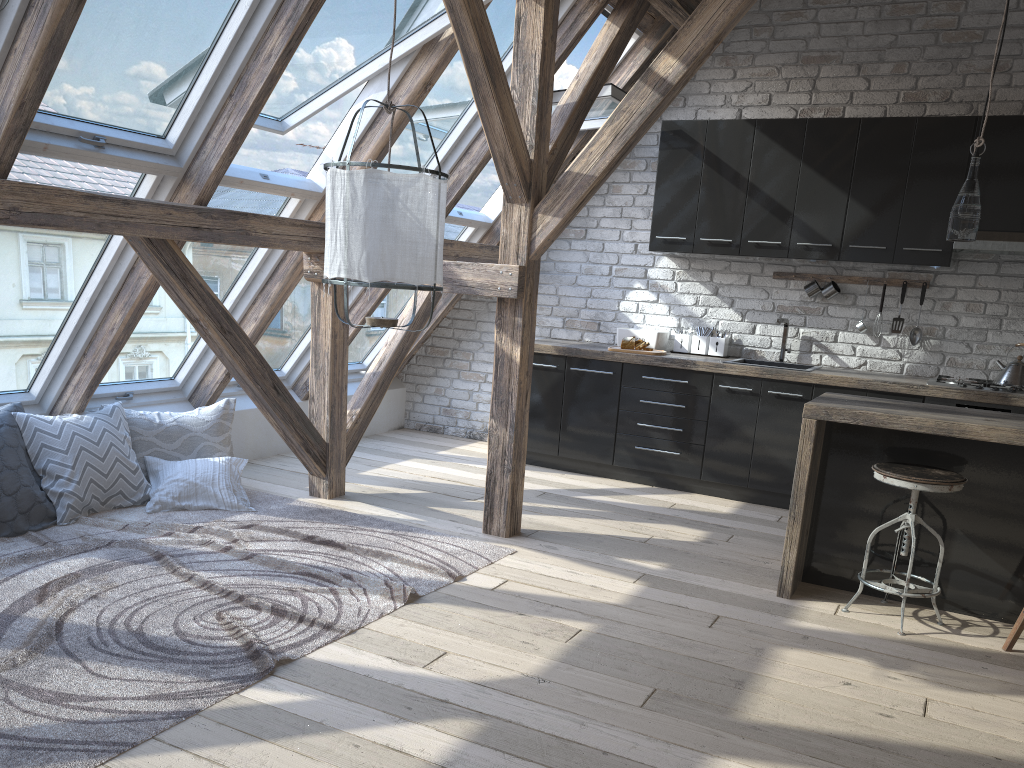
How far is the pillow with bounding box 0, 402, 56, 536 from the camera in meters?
3.8

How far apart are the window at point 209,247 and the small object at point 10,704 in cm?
69

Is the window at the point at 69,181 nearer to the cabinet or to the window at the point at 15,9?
the window at the point at 15,9

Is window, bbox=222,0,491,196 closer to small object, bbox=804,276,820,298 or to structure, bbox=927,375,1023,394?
small object, bbox=804,276,820,298

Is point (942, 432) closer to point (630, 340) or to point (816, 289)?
point (816, 289)

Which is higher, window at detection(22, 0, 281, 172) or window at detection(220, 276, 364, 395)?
window at detection(22, 0, 281, 172)

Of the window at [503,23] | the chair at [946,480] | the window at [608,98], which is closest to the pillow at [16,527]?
the window at [503,23]

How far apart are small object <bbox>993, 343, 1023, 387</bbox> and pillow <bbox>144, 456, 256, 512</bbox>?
4.15m

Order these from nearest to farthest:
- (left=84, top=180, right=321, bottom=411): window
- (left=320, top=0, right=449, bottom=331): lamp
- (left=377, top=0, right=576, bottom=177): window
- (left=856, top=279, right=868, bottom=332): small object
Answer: (left=320, top=0, right=449, bottom=331): lamp, (left=84, top=180, right=321, bottom=411): window, (left=377, top=0, right=576, bottom=177): window, (left=856, top=279, right=868, bottom=332): small object

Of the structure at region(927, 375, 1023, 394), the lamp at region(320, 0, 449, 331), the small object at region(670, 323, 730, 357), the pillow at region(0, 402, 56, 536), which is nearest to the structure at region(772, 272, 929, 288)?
the small object at region(670, 323, 730, 357)
